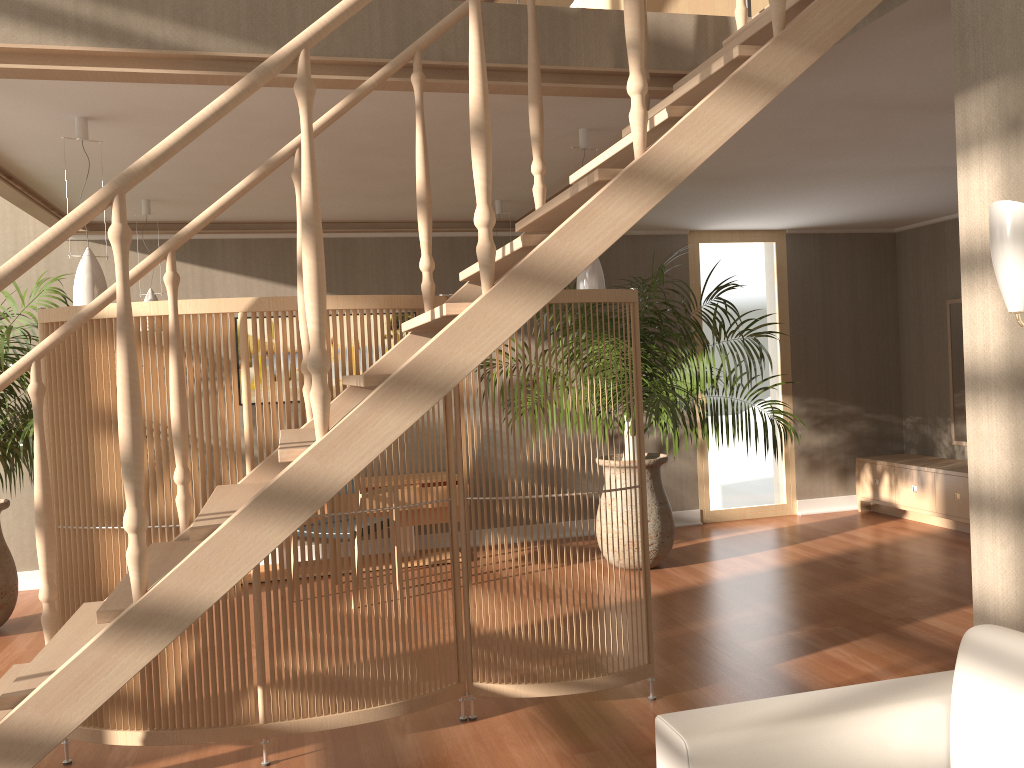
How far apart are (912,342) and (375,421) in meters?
6.7

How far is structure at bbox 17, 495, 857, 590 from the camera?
6.04m

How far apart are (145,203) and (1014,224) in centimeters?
478cm

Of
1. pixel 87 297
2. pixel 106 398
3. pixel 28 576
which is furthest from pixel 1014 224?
pixel 28 576

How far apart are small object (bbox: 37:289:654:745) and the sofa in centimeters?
148cm

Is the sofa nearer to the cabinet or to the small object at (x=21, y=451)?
the small object at (x=21, y=451)

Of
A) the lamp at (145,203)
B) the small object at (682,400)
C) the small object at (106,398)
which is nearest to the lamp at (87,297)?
the small object at (106,398)

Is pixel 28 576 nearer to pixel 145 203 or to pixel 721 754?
pixel 145 203

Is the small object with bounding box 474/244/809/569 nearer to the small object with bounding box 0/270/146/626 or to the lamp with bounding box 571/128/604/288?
the lamp with bounding box 571/128/604/288

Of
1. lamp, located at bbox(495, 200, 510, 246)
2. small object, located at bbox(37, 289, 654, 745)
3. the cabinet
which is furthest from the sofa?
the cabinet
